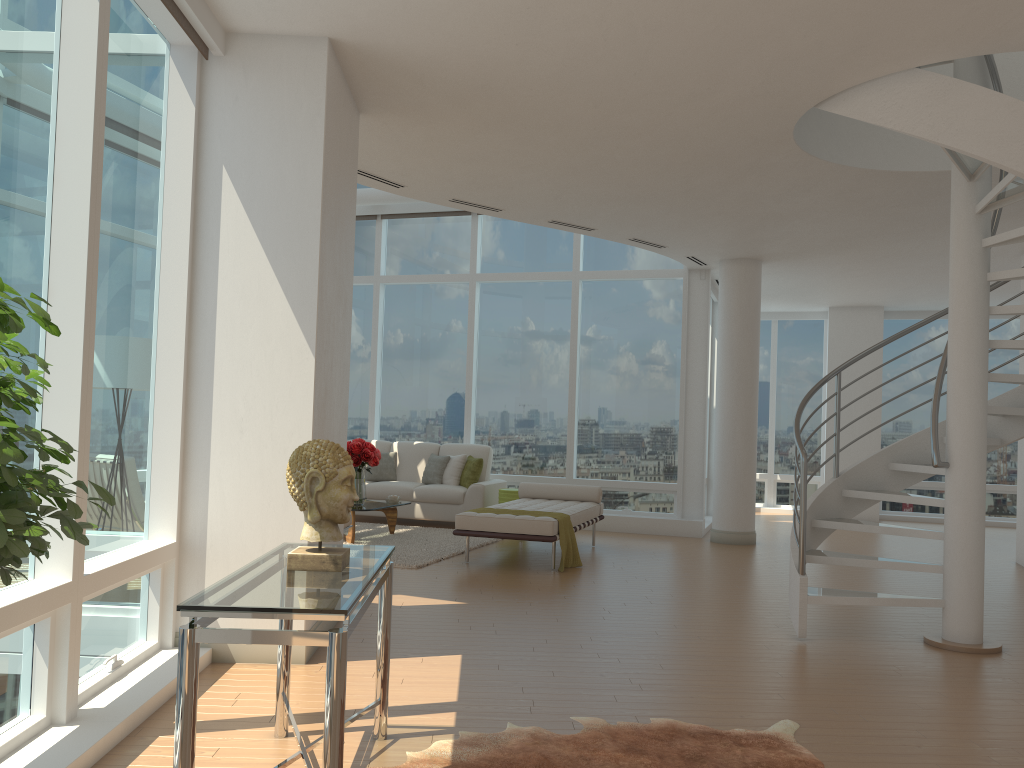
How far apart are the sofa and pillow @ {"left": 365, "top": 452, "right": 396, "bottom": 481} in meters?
0.1 m

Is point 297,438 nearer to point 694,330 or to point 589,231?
point 589,231

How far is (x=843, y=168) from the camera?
6.9m

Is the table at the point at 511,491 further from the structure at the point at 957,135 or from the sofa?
the structure at the point at 957,135

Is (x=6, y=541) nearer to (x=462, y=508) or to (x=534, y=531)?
(x=534, y=531)

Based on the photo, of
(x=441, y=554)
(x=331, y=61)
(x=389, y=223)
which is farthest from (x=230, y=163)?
(x=389, y=223)

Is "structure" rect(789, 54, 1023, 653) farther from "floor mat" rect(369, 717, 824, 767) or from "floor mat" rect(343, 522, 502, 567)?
"floor mat" rect(343, 522, 502, 567)

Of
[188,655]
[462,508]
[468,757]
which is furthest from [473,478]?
[188,655]

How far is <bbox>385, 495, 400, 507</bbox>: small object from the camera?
9.9m

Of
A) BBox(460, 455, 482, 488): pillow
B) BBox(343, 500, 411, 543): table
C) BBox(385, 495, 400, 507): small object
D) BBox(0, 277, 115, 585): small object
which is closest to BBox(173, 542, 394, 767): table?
BBox(0, 277, 115, 585): small object
